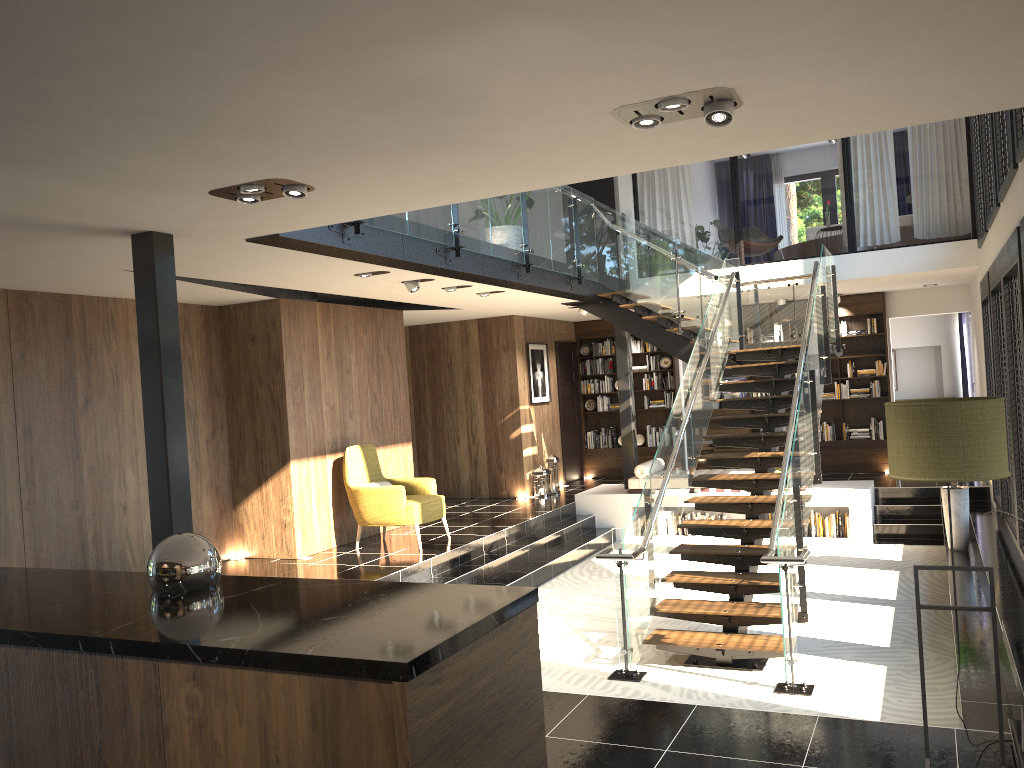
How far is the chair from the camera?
9.2m

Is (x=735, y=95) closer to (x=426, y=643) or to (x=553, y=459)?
(x=426, y=643)

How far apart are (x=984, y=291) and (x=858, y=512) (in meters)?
2.95

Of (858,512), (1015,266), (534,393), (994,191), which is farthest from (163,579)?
(534,393)

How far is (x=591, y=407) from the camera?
15.3 meters

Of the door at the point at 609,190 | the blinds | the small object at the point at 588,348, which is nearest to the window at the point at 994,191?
the blinds

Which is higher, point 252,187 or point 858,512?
point 252,187

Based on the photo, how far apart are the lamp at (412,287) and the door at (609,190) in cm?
721

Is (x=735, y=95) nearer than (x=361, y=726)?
No

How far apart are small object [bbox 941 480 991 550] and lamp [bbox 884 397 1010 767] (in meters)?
6.16
